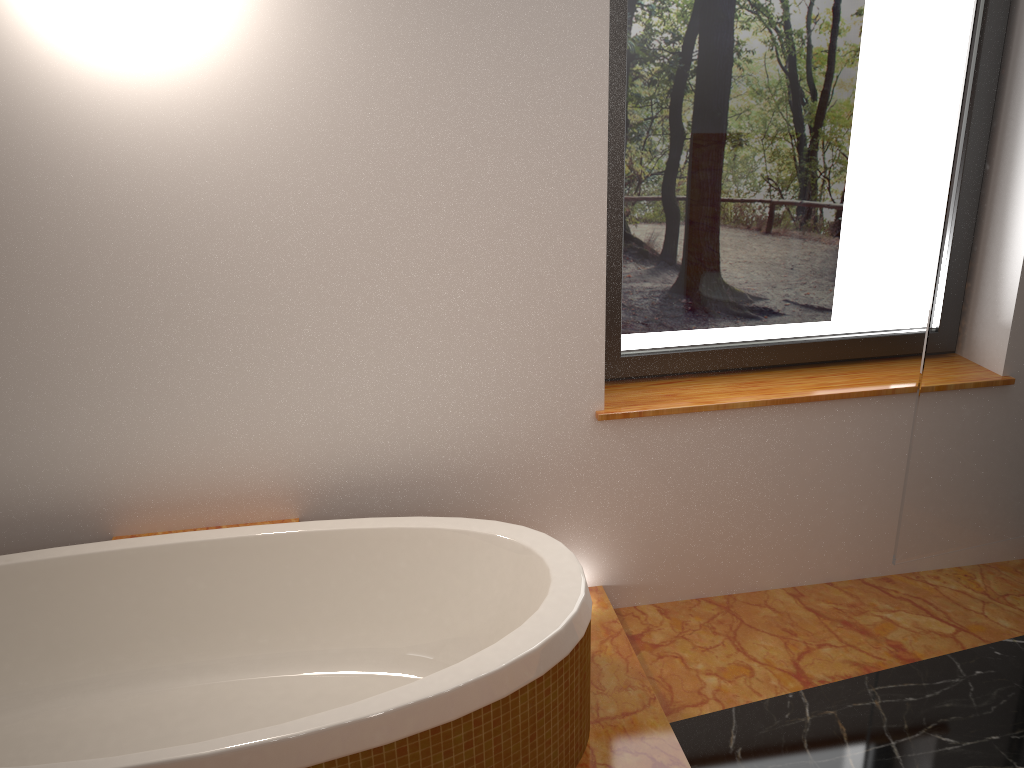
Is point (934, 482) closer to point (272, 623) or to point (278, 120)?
point (272, 623)

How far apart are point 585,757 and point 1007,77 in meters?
1.9 m

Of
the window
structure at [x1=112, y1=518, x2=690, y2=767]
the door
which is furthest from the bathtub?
the door

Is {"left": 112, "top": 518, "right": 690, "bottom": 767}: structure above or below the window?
below

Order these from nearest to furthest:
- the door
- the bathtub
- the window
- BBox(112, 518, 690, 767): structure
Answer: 1. the bathtub
2. BBox(112, 518, 690, 767): structure
3. the door
4. the window

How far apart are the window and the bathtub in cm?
70

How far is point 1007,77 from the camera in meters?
2.1 m

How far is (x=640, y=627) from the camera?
2.6 meters

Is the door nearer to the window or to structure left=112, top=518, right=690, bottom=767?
the window

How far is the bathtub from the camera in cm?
163
